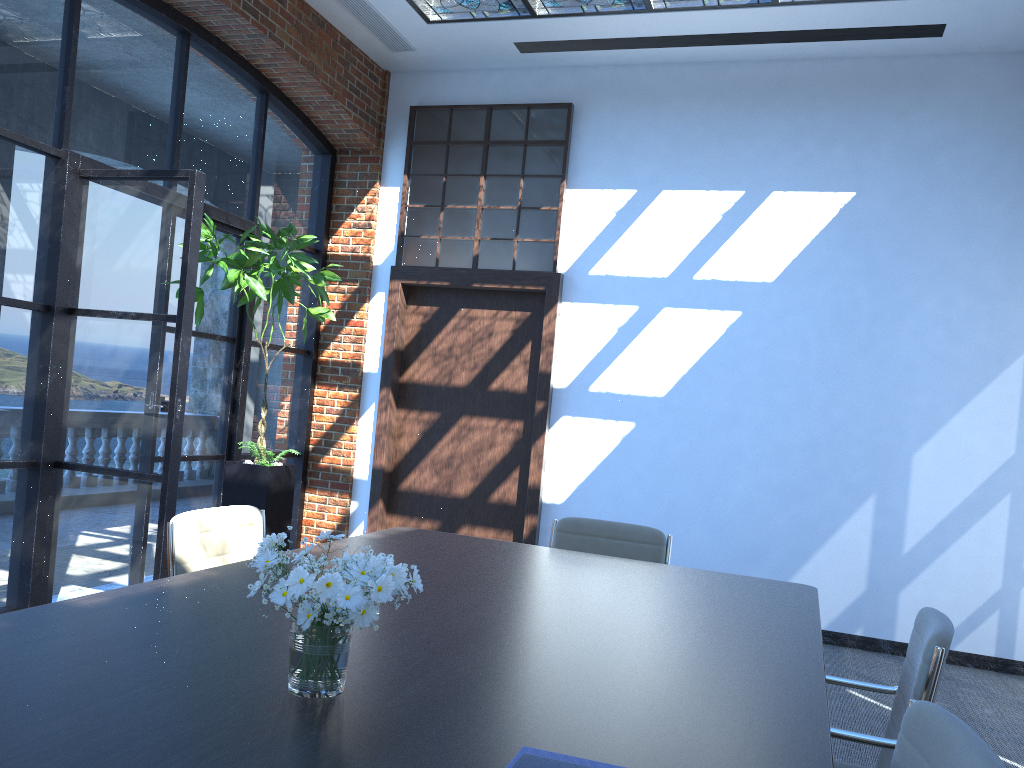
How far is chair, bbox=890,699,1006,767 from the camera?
1.38m

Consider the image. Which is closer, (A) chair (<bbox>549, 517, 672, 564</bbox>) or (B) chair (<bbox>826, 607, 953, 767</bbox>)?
(B) chair (<bbox>826, 607, 953, 767</bbox>)

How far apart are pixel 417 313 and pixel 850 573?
3.74m

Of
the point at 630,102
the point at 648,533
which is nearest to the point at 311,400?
the point at 630,102

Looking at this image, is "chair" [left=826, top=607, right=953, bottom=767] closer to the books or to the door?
the books

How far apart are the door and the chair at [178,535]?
3.3 meters

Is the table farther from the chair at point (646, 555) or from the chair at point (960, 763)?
the chair at point (646, 555)

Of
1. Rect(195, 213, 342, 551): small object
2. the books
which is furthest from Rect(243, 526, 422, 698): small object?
Rect(195, 213, 342, 551): small object

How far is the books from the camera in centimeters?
115cm

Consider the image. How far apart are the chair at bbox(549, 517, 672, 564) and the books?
2.74m
